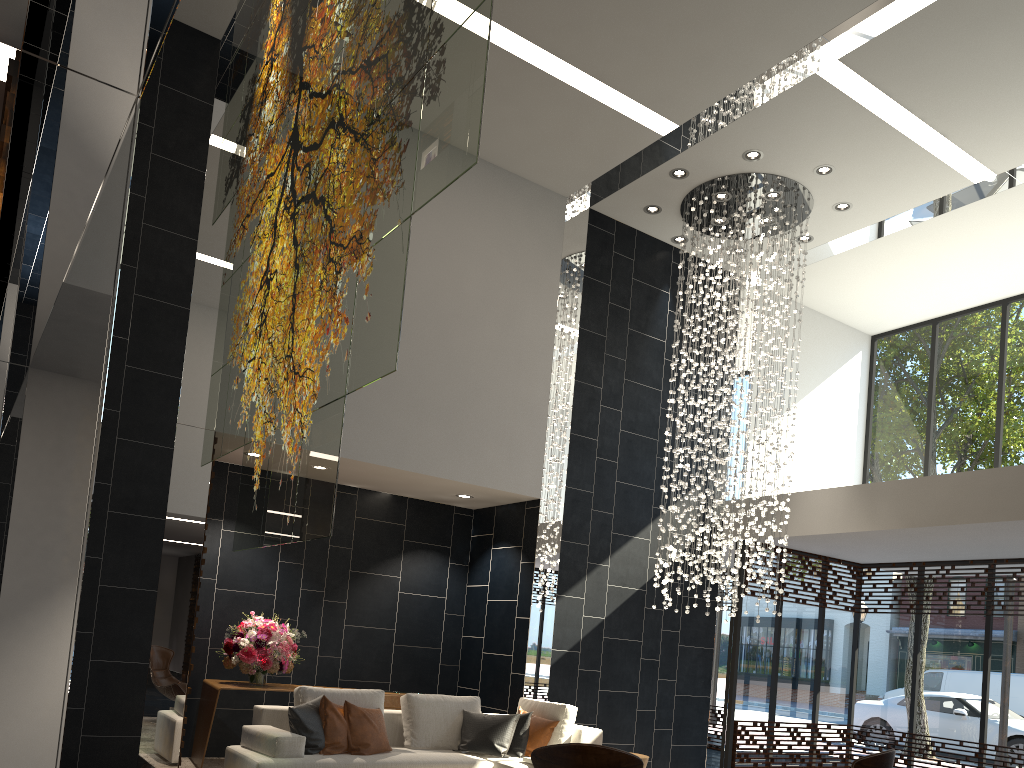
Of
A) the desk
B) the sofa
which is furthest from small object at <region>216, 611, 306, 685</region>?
the sofa

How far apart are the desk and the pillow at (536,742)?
1.7 meters

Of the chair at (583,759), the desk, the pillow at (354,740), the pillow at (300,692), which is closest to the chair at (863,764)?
the chair at (583,759)

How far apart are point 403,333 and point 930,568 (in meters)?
7.10

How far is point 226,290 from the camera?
5.49m

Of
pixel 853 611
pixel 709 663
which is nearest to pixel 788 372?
pixel 853 611

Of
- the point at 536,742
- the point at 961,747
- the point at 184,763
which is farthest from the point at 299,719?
the point at 961,747

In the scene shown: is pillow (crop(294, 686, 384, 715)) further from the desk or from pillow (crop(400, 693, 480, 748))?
the desk

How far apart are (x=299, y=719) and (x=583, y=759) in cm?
294

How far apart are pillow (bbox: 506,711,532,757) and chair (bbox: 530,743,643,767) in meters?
3.2 m
